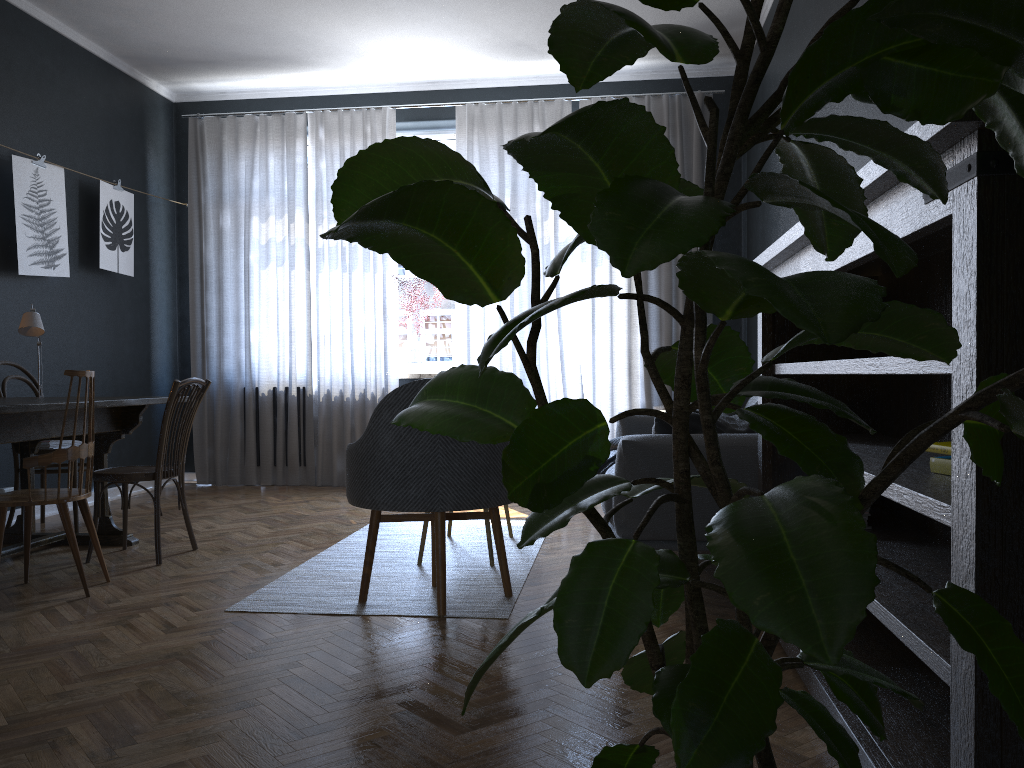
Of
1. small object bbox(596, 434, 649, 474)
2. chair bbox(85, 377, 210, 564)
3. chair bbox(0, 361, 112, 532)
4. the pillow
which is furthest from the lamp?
the pillow

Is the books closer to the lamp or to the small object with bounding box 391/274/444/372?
the lamp

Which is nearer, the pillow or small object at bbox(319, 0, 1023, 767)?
small object at bbox(319, 0, 1023, 767)

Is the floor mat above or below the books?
below

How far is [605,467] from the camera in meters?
4.5

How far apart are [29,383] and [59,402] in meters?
1.7

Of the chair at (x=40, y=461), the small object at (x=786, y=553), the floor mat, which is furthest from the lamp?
the small object at (x=786, y=553)

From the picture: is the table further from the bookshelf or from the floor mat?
the bookshelf

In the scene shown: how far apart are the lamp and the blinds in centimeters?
223cm

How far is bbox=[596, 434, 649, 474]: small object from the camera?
4.54m
